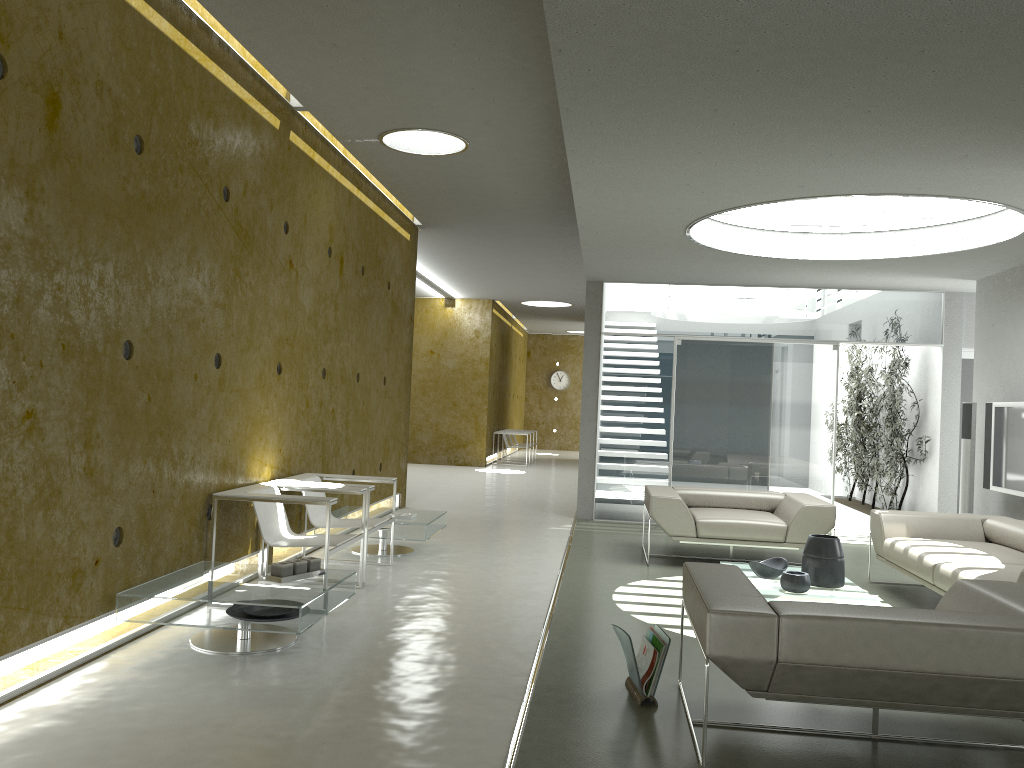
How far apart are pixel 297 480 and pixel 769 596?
3.3 meters

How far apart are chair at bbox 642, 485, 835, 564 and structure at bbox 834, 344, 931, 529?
Answer: 2.7m

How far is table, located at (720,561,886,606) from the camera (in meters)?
5.24

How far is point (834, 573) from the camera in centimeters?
556cm

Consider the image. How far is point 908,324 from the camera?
9.70m

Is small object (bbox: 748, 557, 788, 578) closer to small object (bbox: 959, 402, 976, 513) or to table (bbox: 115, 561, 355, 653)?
table (bbox: 115, 561, 355, 653)

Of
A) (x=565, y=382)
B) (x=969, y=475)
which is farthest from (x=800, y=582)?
(x=565, y=382)

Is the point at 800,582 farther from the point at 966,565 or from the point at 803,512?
Result: the point at 803,512

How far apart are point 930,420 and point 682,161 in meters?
6.3

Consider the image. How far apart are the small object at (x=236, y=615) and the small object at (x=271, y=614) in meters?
0.0 m
